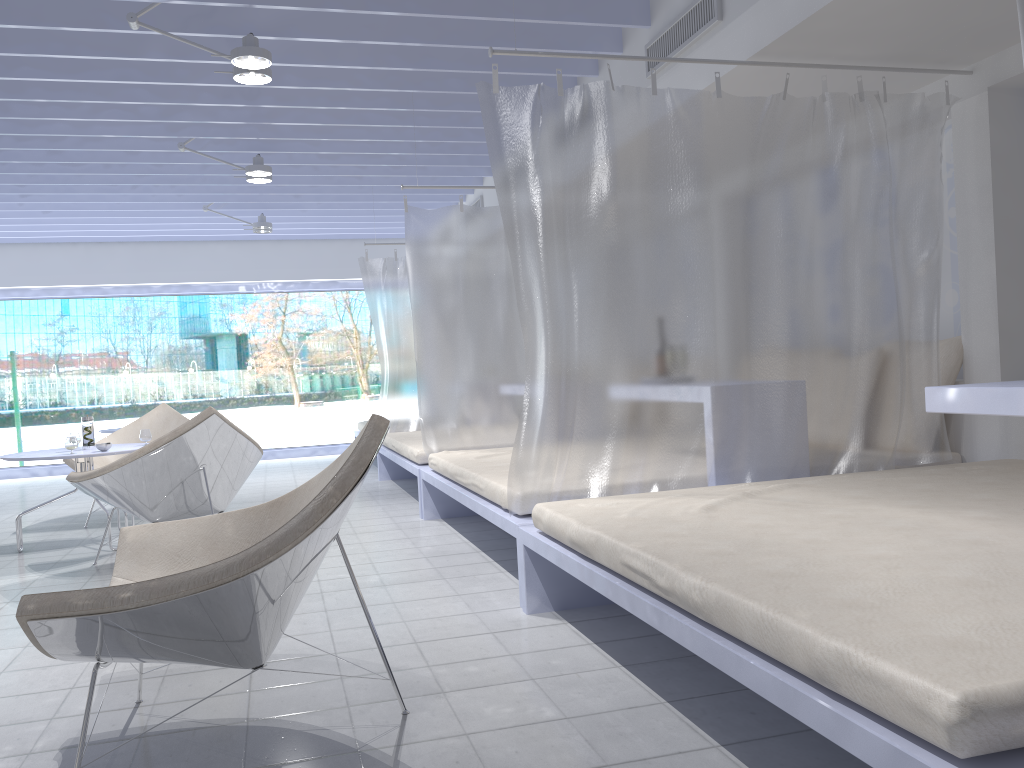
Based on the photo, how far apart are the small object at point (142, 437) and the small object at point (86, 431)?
0.27m

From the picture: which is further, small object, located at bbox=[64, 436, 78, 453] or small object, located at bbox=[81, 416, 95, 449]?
small object, located at bbox=[81, 416, 95, 449]

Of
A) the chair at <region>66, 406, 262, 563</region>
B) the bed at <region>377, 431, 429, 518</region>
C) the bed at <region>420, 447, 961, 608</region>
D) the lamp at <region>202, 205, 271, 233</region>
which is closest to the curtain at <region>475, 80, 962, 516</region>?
the bed at <region>420, 447, 961, 608</region>

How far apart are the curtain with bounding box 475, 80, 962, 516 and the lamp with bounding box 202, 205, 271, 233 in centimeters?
515cm

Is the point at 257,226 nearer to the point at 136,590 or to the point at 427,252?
the point at 427,252

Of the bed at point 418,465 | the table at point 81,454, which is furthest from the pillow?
the table at point 81,454

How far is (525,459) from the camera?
3.17m

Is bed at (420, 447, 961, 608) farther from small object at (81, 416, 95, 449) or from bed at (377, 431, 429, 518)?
small object at (81, 416, 95, 449)

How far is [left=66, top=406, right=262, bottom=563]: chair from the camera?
4.09m

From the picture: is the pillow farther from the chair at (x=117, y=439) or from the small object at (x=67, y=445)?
the chair at (x=117, y=439)
